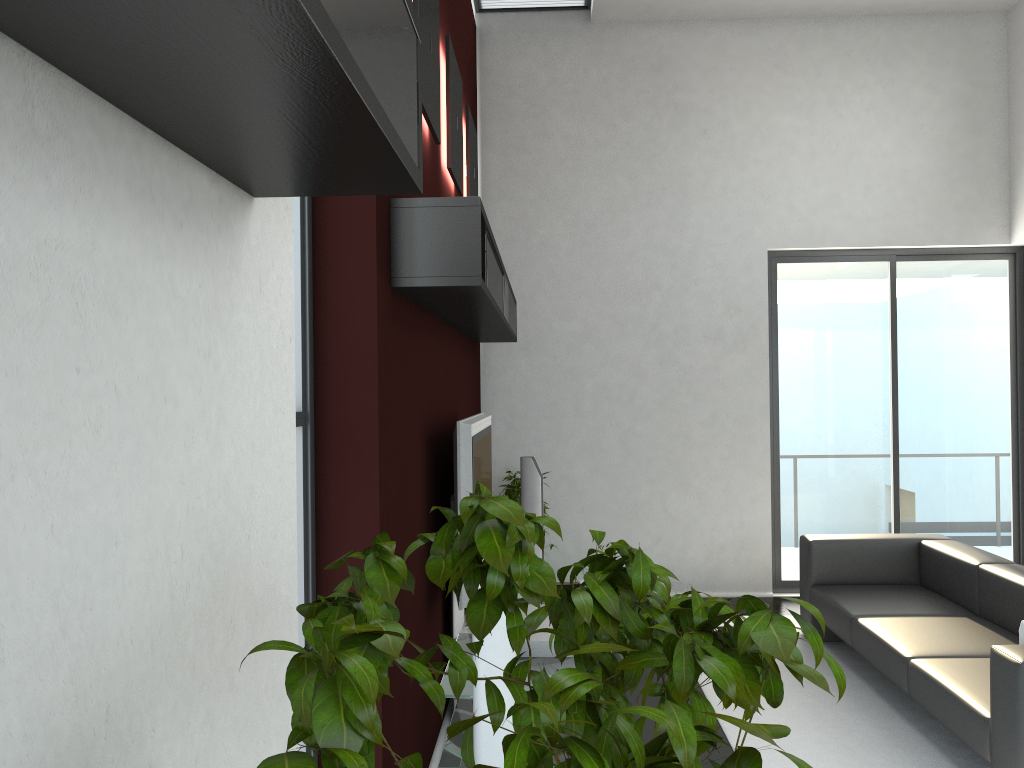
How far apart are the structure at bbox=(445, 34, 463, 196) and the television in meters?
1.3 m

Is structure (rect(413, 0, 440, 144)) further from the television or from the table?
the table

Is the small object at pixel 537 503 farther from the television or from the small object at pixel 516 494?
the television

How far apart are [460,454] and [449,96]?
1.9 meters

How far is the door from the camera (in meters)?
6.95

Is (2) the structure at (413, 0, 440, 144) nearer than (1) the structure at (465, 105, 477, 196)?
Yes

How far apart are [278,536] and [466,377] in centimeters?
407cm

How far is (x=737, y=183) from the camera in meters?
6.9 m

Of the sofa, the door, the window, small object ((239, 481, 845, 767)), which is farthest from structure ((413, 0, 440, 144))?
the door

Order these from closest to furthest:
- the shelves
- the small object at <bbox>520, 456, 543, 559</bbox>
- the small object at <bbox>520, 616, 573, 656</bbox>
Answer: the shelves
the small object at <bbox>520, 616, 573, 656</bbox>
the small object at <bbox>520, 456, 543, 559</bbox>
